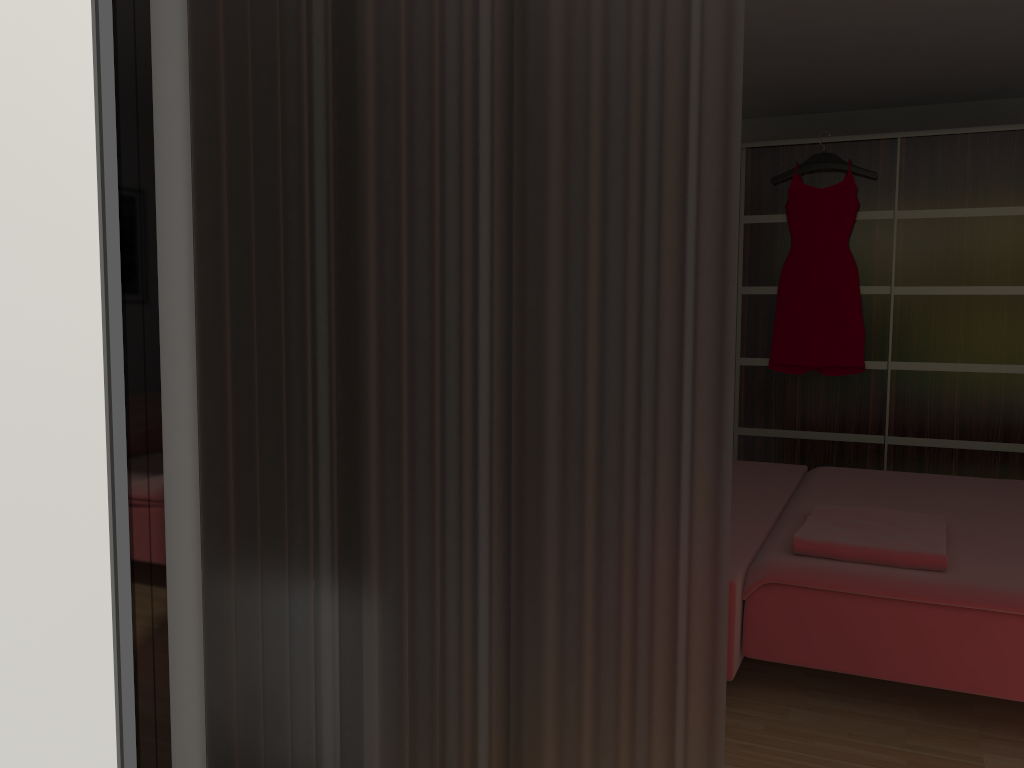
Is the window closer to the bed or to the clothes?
the bed

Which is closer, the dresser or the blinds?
the blinds

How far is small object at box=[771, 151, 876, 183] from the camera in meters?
4.6

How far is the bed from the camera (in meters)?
2.15

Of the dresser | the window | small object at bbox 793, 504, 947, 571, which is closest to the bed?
small object at bbox 793, 504, 947, 571

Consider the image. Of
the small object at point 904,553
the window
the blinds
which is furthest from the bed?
the window

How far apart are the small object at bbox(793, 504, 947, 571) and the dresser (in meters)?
2.03

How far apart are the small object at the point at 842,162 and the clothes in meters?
0.0 m

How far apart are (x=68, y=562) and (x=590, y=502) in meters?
0.7

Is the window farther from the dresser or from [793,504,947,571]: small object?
the dresser
